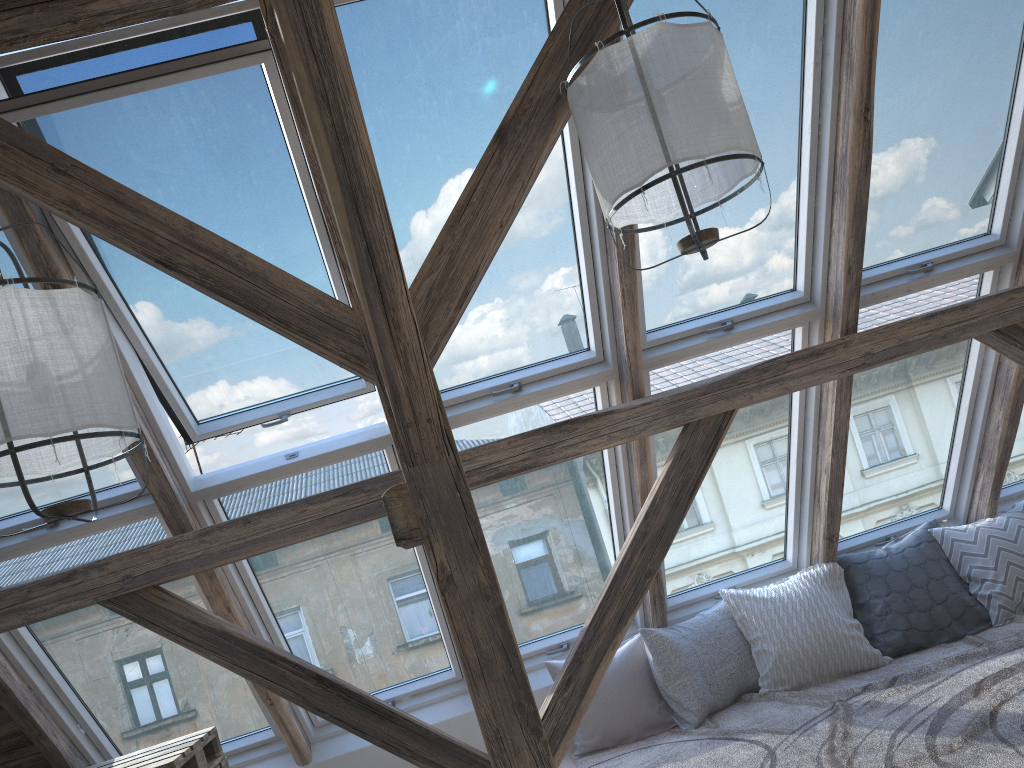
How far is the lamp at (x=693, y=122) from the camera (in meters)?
2.11

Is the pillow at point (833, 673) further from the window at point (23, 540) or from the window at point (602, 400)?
the window at point (23, 540)

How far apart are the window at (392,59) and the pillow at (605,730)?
1.30m

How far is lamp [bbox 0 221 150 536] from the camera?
1.8 meters

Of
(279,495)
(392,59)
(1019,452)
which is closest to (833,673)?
(1019,452)

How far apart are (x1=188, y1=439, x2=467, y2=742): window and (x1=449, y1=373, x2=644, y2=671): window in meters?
0.3

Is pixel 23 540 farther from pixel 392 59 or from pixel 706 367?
pixel 706 367

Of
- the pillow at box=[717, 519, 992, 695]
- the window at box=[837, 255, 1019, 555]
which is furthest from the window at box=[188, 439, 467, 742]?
the window at box=[837, 255, 1019, 555]

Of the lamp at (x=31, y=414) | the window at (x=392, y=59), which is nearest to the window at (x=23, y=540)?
the lamp at (x=31, y=414)

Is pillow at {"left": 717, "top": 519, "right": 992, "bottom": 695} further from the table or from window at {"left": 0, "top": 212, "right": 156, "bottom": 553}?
window at {"left": 0, "top": 212, "right": 156, "bottom": 553}
